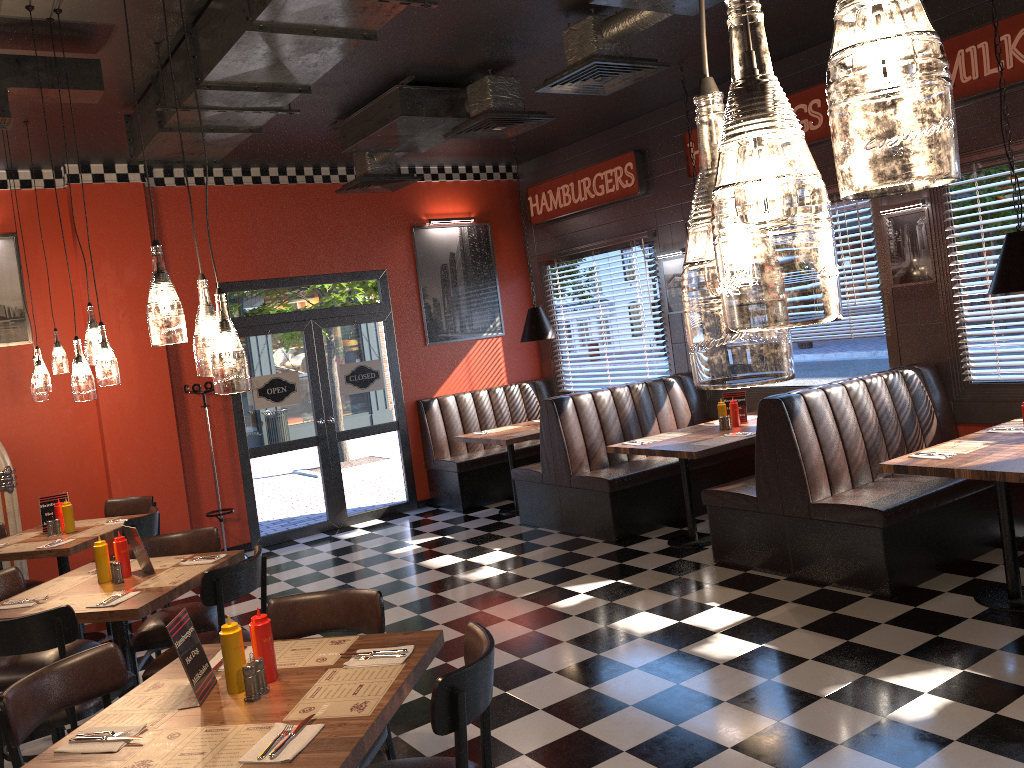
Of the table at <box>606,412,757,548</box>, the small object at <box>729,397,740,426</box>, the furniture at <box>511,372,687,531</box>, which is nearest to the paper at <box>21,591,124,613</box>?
the table at <box>606,412,757,548</box>

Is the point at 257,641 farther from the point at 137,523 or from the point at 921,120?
the point at 137,523

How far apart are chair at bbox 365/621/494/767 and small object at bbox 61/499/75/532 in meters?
4.3 m

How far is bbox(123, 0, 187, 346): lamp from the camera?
2.66m

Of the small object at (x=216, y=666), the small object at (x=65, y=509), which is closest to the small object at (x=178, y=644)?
the small object at (x=216, y=666)

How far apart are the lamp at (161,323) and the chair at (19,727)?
1.2m

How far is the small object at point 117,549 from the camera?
4.6m

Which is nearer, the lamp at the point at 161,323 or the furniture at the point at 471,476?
the lamp at the point at 161,323

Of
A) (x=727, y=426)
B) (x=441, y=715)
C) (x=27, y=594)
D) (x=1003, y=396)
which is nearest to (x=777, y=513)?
Result: (x=727, y=426)

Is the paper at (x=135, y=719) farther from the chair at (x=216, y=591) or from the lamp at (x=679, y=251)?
the lamp at (x=679, y=251)
